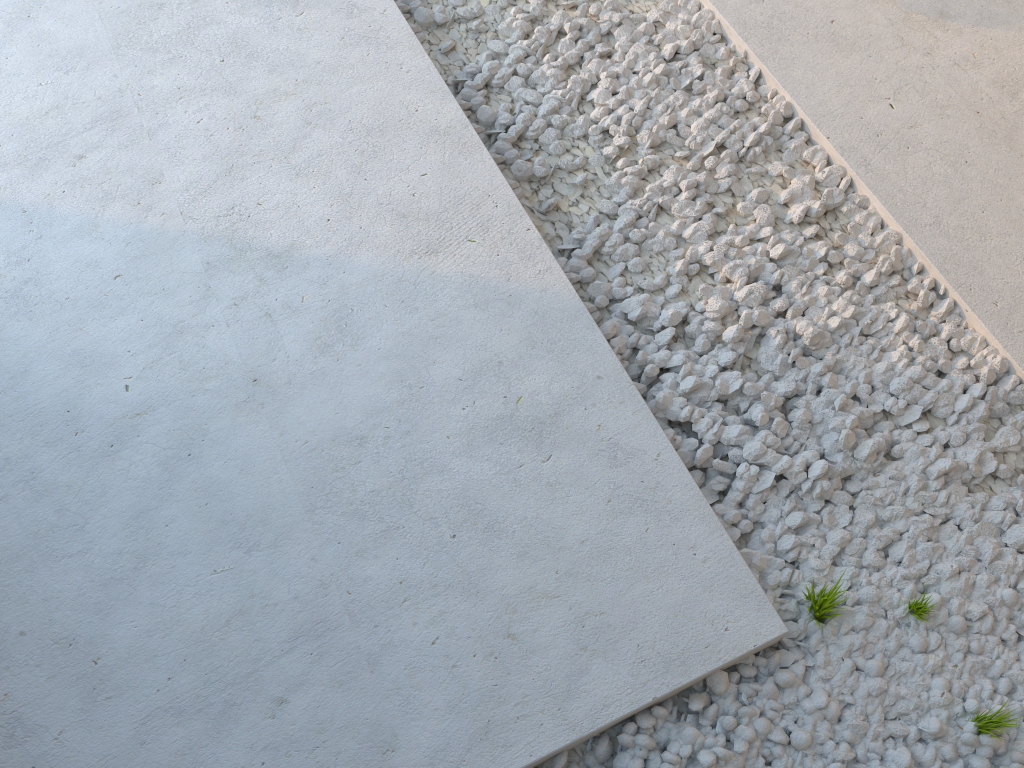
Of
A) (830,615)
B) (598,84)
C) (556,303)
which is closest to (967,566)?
(830,615)
